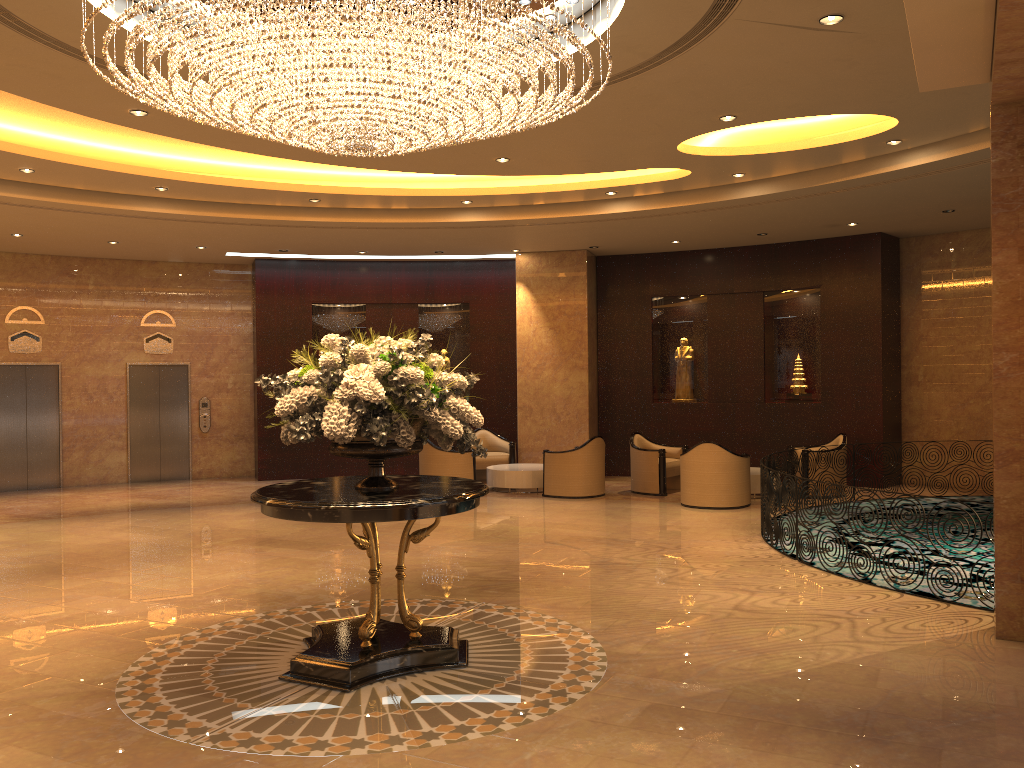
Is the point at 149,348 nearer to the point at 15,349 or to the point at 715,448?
the point at 15,349

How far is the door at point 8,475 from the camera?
14.7 meters

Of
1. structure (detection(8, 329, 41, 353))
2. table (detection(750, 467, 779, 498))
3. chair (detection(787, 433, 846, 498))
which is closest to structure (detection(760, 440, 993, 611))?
table (detection(750, 467, 779, 498))

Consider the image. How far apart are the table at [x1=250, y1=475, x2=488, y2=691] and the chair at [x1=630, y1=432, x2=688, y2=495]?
7.6 meters

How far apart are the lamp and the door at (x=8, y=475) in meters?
10.5 m

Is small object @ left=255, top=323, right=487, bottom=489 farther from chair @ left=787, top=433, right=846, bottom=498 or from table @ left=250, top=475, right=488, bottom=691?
chair @ left=787, top=433, right=846, bottom=498

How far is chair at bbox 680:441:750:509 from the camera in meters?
11.8 m

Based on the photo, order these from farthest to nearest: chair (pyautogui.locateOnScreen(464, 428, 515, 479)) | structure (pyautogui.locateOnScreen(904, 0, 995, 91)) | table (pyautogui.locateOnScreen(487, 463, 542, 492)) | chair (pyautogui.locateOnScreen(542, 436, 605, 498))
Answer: chair (pyautogui.locateOnScreen(464, 428, 515, 479)) < table (pyautogui.locateOnScreen(487, 463, 542, 492)) < chair (pyautogui.locateOnScreen(542, 436, 605, 498)) < structure (pyautogui.locateOnScreen(904, 0, 995, 91))

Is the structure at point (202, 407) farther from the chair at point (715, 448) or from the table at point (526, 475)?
the chair at point (715, 448)

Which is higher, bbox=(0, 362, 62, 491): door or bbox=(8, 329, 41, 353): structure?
bbox=(8, 329, 41, 353): structure
